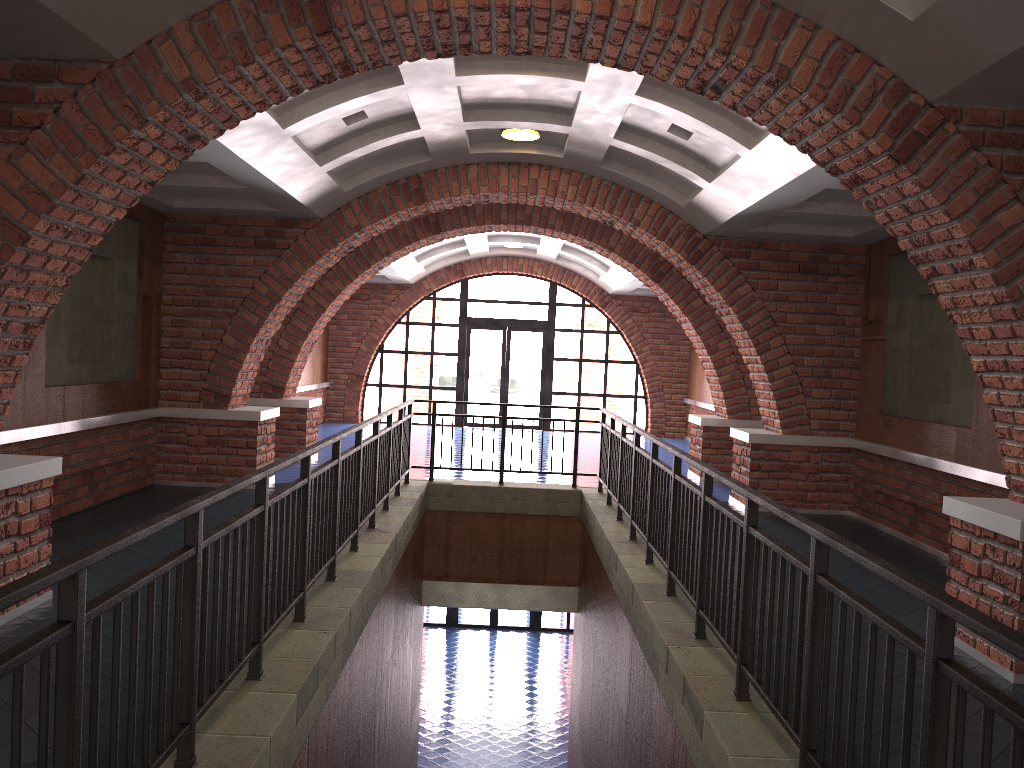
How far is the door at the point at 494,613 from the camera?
19.5m

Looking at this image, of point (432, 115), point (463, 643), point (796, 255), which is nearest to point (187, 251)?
point (432, 115)

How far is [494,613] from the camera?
19.5m

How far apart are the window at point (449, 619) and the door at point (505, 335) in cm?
480

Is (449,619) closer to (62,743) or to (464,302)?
(464,302)

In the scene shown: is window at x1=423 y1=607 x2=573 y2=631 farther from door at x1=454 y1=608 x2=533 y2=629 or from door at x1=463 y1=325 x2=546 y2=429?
door at x1=463 y1=325 x2=546 y2=429

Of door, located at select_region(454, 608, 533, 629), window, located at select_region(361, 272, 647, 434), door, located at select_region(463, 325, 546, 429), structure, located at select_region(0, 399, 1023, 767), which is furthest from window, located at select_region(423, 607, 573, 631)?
structure, located at select_region(0, 399, 1023, 767)

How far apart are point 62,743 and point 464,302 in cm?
1734

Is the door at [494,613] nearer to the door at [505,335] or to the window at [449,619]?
the window at [449,619]

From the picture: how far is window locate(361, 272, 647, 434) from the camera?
19.31m
